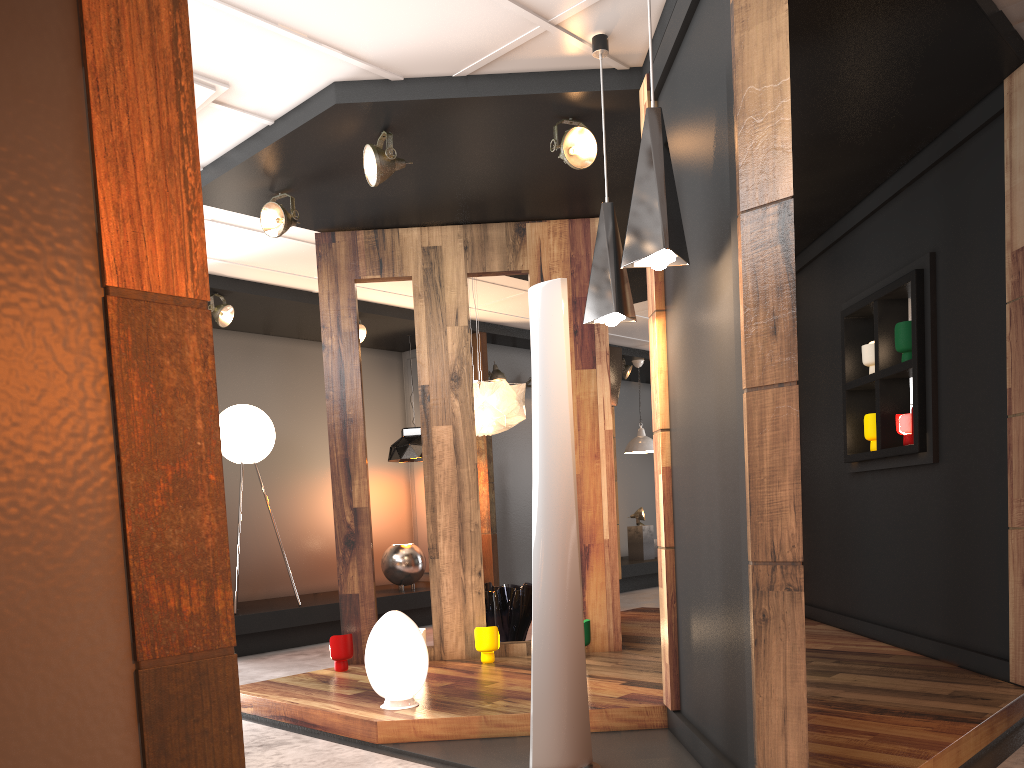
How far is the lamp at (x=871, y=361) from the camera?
5.6m

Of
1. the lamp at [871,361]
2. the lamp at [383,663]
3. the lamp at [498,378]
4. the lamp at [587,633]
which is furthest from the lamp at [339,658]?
the lamp at [498,378]

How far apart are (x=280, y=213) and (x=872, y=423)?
3.9m

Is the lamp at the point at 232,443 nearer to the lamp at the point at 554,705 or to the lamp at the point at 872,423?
the lamp at the point at 554,705

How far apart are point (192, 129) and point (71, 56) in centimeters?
19cm

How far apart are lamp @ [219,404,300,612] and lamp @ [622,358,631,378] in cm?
502

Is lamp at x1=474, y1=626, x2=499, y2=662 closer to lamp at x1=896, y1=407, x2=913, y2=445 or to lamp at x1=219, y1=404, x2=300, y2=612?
lamp at x1=896, y1=407, x2=913, y2=445

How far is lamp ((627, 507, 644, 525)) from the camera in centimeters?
1146cm

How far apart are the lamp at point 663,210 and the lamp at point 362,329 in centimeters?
528cm

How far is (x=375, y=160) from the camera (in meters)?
4.38
